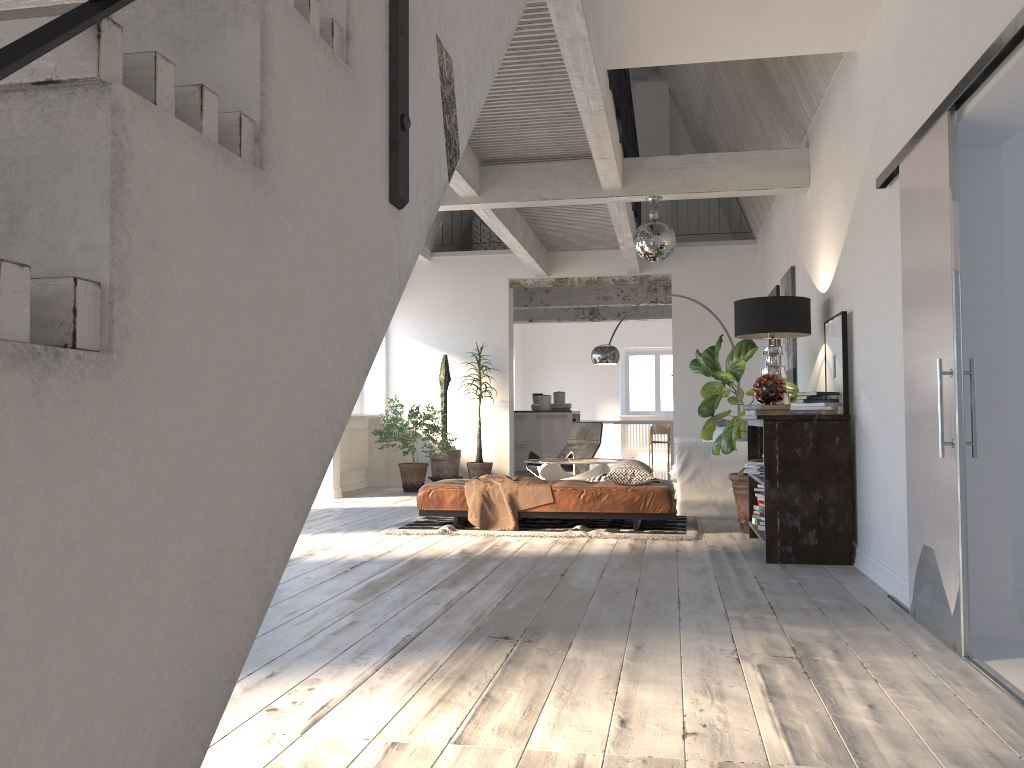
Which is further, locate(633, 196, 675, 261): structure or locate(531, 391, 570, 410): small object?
locate(531, 391, 570, 410): small object

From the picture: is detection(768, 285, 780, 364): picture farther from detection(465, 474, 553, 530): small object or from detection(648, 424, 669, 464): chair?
detection(648, 424, 669, 464): chair

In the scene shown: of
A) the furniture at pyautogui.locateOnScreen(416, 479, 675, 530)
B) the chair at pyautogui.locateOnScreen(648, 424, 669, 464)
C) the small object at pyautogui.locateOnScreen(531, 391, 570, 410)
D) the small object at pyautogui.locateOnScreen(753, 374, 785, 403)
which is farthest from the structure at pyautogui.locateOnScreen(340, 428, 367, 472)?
the chair at pyautogui.locateOnScreen(648, 424, 669, 464)

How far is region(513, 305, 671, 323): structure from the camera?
15.48m

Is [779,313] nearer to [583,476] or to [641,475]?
[641,475]

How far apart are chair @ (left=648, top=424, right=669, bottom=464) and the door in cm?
1329

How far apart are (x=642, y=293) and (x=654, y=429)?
4.8 meters

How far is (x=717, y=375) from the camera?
6.5 meters

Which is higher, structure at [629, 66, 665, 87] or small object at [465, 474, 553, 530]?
structure at [629, 66, 665, 87]

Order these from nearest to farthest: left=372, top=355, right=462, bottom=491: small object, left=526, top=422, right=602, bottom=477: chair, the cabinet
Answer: left=526, top=422, right=602, bottom=477: chair < left=372, top=355, right=462, bottom=491: small object < the cabinet
